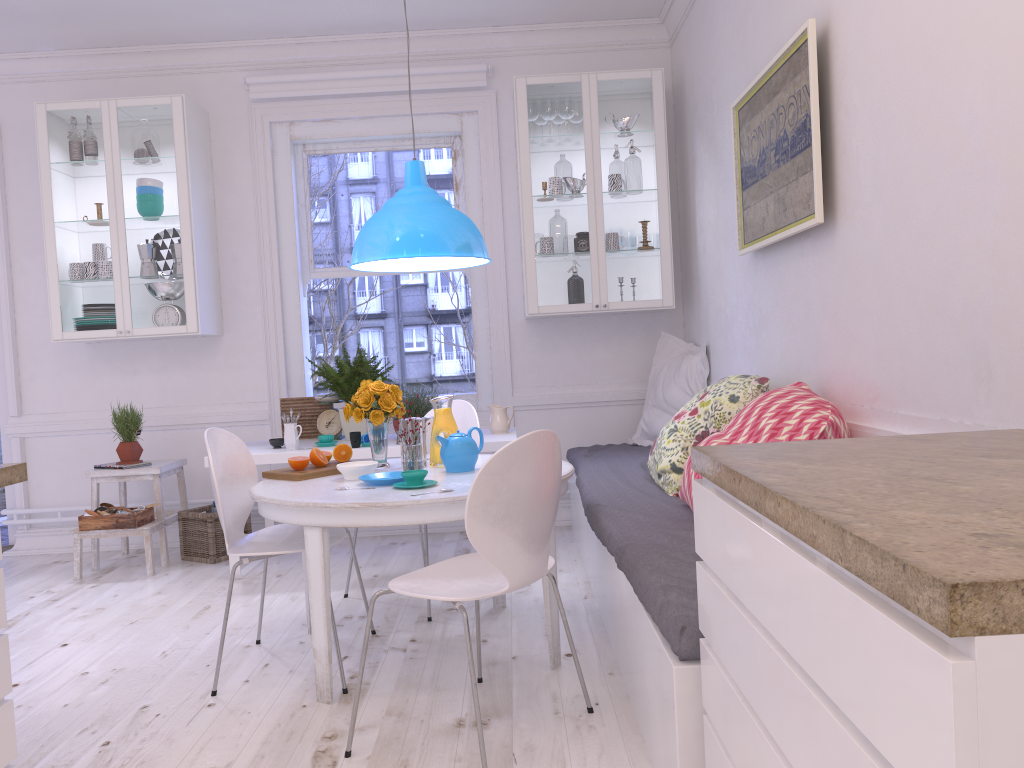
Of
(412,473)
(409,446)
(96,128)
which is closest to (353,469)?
(409,446)

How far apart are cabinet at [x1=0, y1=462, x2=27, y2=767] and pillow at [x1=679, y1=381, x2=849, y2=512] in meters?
1.9 m

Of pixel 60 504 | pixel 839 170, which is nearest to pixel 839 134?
pixel 839 170

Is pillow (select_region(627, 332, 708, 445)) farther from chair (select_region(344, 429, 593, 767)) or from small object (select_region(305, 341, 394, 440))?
chair (select_region(344, 429, 593, 767))

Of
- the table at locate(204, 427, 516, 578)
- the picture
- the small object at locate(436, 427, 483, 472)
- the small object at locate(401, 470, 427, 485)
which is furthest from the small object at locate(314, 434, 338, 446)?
the picture

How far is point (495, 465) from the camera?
2.20m

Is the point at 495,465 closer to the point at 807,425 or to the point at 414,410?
the point at 807,425

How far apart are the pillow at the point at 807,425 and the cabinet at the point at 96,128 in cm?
305

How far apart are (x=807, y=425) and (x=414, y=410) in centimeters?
237cm

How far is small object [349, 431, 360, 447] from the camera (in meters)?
4.29
